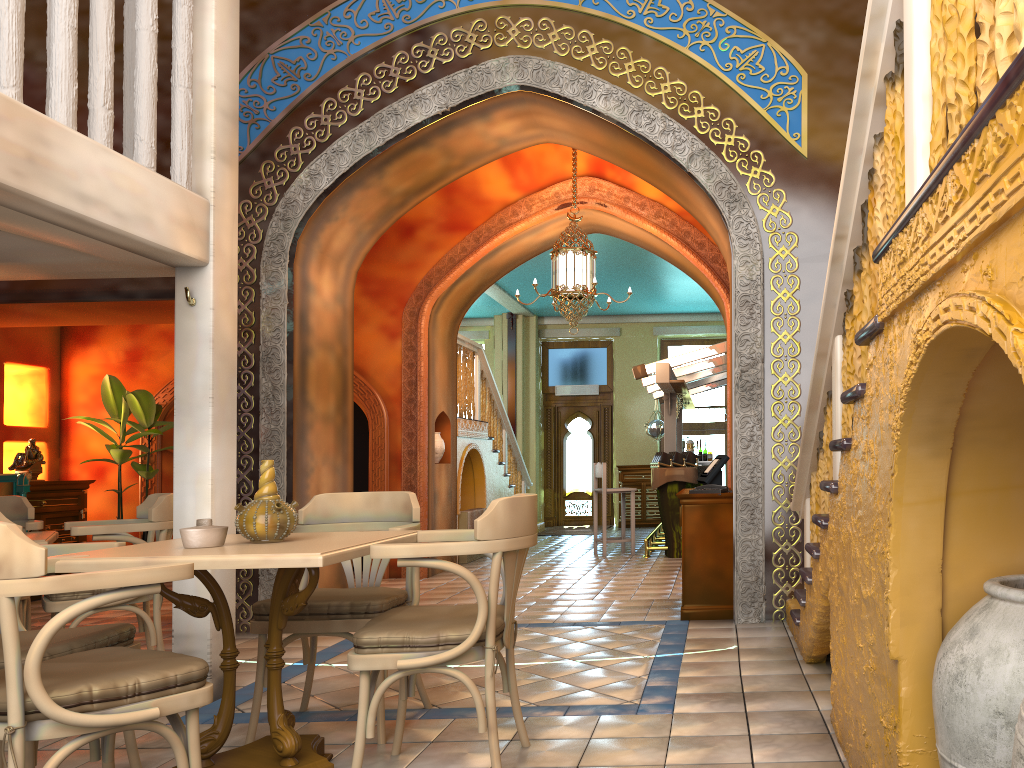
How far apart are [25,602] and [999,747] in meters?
6.1

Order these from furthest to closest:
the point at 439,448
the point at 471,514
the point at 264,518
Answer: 1. the point at 471,514
2. the point at 439,448
3. the point at 264,518

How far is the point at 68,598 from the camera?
5.4 meters

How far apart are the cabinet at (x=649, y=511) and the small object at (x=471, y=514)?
5.32m

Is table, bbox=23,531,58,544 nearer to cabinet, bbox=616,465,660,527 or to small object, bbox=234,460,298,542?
small object, bbox=234,460,298,542

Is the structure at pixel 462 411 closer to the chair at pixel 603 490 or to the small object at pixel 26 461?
the chair at pixel 603 490

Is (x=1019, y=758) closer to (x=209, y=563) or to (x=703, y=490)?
(x=209, y=563)

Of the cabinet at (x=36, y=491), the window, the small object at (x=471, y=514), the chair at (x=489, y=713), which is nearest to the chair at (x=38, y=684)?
the chair at (x=489, y=713)

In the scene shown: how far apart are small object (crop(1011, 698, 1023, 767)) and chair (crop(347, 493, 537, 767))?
2.1 meters

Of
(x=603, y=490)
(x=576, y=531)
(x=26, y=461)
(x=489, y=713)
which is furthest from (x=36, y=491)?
(x=576, y=531)
